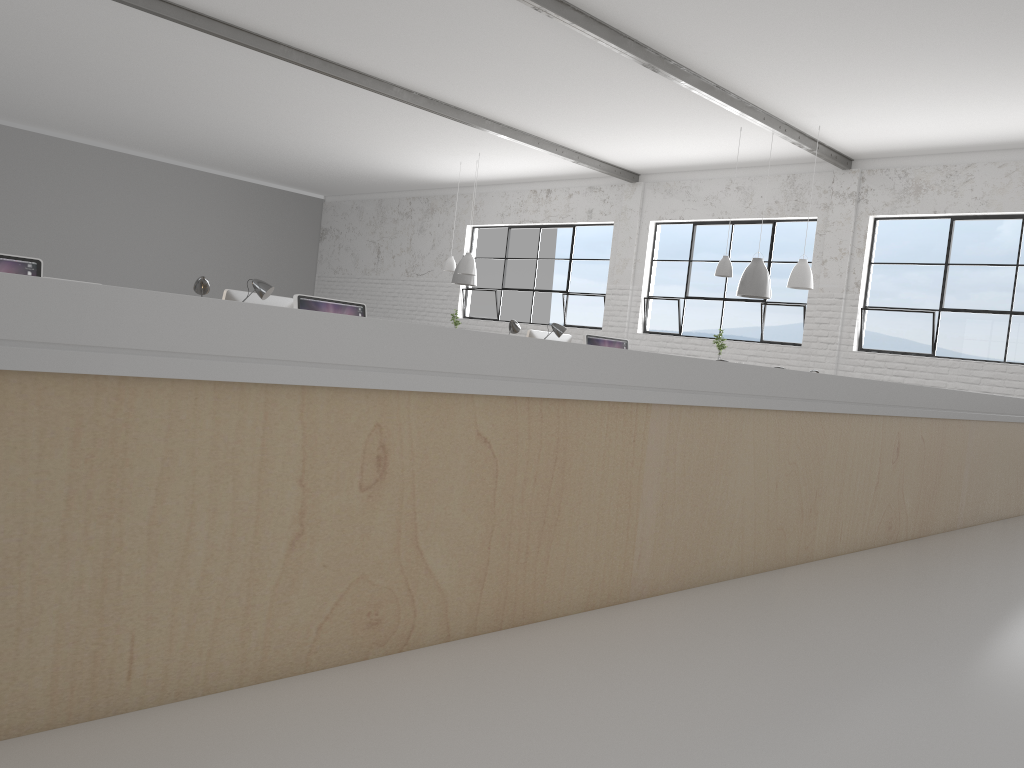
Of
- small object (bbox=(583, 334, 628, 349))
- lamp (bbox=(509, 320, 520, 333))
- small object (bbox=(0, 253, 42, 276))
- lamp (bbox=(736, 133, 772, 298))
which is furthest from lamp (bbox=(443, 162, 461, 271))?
small object (bbox=(0, 253, 42, 276))

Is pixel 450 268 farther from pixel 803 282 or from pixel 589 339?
pixel 589 339

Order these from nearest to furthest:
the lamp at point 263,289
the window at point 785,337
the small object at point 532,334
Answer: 1. the lamp at point 263,289
2. the small object at point 532,334
3. the window at point 785,337

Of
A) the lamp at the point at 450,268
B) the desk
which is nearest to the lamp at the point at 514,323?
the desk

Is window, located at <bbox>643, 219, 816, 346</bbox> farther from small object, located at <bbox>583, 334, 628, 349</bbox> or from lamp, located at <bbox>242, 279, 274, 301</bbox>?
lamp, located at <bbox>242, 279, 274, 301</bbox>

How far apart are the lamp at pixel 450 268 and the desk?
7.7m

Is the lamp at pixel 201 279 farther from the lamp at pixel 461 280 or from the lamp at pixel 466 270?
the lamp at pixel 461 280

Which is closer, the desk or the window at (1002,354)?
the desk

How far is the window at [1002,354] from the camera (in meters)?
6.84

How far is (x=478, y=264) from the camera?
10.95m
